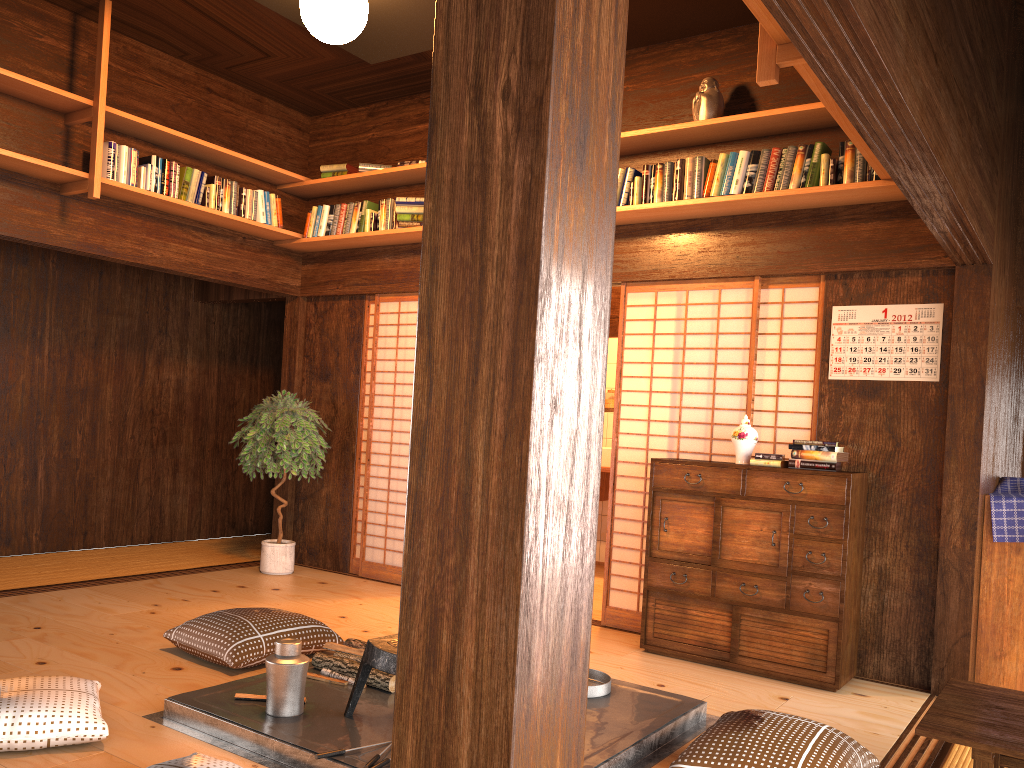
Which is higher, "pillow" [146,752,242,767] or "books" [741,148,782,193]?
"books" [741,148,782,193]

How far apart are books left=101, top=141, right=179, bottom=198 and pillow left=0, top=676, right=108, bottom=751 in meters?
3.0 m

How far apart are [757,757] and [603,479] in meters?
4.5 m

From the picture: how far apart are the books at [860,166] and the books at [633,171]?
1.12m

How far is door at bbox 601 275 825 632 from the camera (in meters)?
4.91

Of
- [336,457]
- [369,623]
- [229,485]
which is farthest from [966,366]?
[229,485]

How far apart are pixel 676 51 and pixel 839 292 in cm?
172

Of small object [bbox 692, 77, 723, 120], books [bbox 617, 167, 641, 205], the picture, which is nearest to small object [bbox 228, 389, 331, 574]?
books [bbox 617, 167, 641, 205]

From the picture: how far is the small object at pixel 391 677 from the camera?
3.4m

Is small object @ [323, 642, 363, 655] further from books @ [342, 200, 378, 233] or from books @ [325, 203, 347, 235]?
books @ [325, 203, 347, 235]
